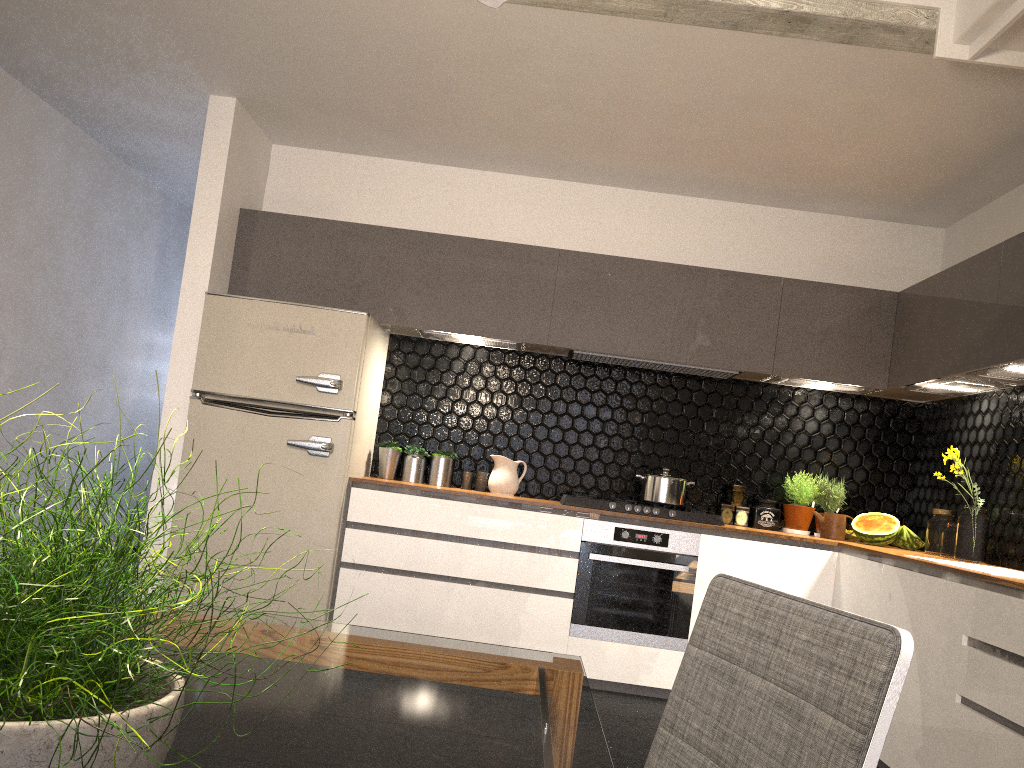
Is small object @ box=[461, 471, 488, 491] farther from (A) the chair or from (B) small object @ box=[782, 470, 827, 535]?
(A) the chair

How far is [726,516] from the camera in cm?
488

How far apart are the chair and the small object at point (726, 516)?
3.7 meters

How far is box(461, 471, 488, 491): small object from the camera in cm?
492

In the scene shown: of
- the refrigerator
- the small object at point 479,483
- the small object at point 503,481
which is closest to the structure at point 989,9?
the refrigerator

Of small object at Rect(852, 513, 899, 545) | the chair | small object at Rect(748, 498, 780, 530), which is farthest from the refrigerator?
the chair

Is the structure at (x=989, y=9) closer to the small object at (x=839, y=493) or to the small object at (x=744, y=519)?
the small object at (x=839, y=493)

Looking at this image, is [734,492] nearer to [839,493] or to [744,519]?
[744,519]

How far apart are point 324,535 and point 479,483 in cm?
97

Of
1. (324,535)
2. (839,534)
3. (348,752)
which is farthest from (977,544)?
(348,752)
